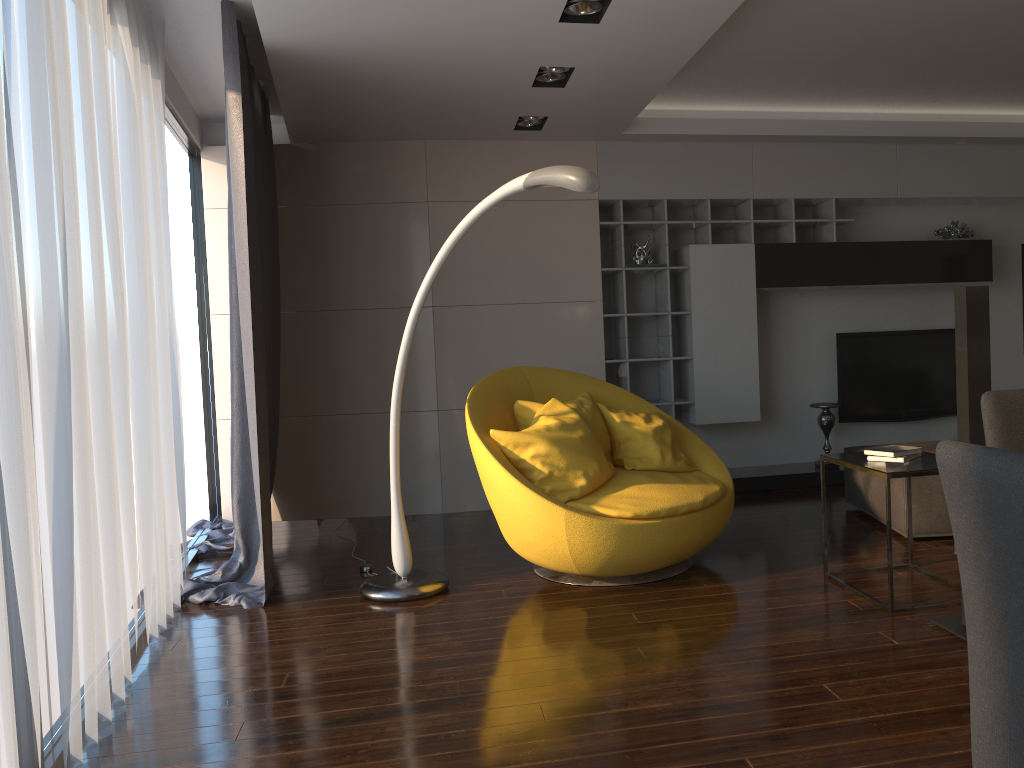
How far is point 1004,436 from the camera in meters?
2.0

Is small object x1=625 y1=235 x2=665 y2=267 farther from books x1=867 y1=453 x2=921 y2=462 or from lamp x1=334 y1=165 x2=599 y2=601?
books x1=867 y1=453 x2=921 y2=462

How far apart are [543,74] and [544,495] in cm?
225

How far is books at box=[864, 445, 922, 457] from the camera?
3.59m

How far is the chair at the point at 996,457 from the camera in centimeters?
110cm

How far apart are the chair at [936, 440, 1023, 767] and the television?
5.6m

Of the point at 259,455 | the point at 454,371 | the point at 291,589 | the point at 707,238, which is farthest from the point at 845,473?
the point at 259,455

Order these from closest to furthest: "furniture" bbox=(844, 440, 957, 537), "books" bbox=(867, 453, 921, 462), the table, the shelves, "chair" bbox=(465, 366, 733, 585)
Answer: the table → "books" bbox=(867, 453, 921, 462) → "chair" bbox=(465, 366, 733, 585) → "furniture" bbox=(844, 440, 957, 537) → the shelves

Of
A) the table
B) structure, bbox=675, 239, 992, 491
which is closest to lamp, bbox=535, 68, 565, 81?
structure, bbox=675, 239, 992, 491

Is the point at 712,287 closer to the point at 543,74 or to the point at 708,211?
the point at 708,211
